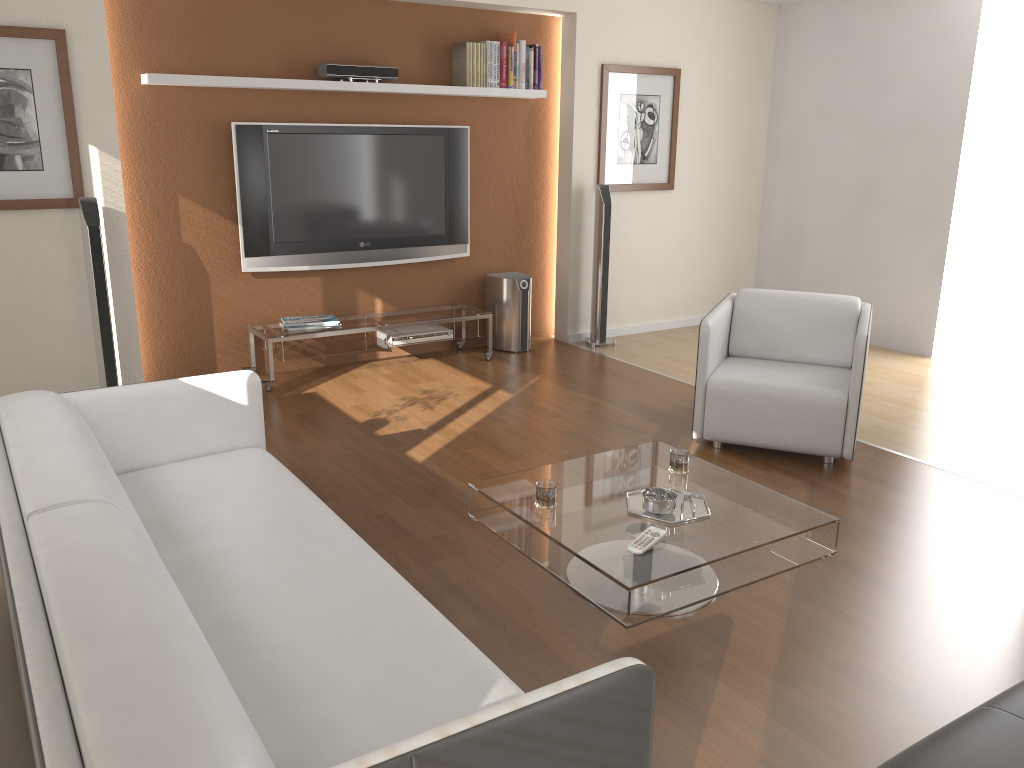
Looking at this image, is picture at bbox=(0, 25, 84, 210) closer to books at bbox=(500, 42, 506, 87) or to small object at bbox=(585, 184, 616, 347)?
books at bbox=(500, 42, 506, 87)

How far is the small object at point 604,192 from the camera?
6.30m

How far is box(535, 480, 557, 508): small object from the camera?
3.0 meters

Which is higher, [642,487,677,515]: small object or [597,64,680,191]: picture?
[597,64,680,191]: picture

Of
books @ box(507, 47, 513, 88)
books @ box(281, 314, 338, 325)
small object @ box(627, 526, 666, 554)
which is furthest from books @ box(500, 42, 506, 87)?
small object @ box(627, 526, 666, 554)

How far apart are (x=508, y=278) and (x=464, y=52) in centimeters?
152cm

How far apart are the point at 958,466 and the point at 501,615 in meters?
2.6

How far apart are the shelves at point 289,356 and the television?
0.34m

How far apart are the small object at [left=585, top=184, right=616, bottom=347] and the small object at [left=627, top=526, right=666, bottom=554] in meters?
3.8

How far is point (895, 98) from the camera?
6.3 meters
